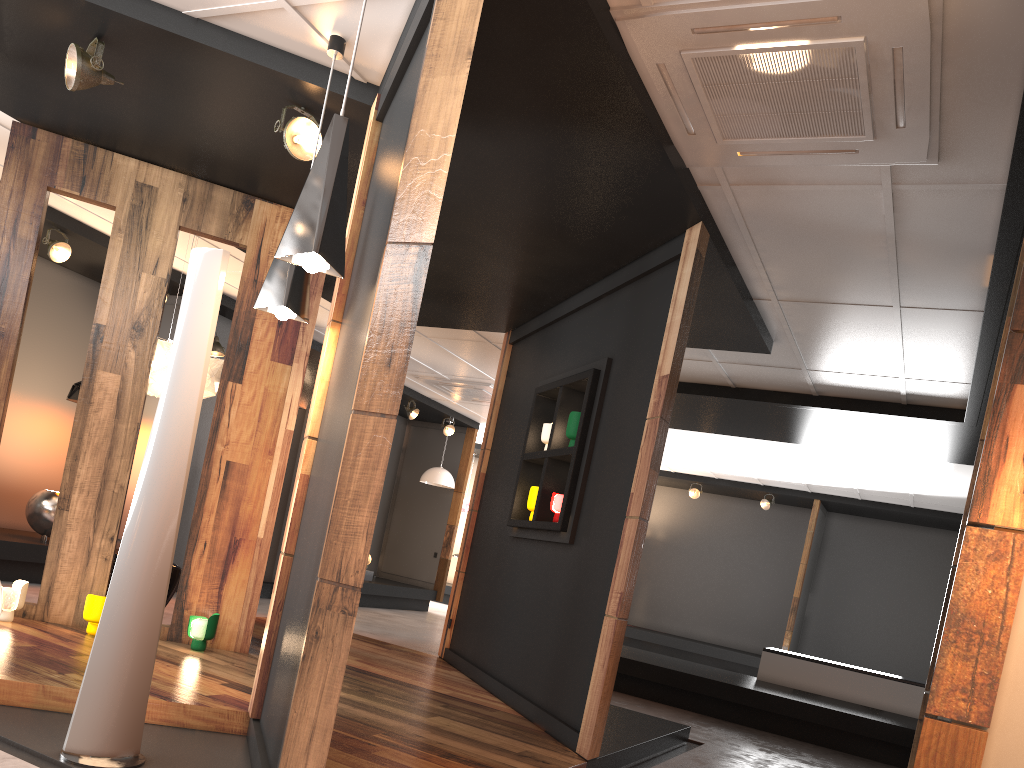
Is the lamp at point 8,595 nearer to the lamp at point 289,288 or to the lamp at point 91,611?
the lamp at point 91,611

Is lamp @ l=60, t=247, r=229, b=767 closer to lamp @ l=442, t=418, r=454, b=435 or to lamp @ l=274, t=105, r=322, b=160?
lamp @ l=274, t=105, r=322, b=160

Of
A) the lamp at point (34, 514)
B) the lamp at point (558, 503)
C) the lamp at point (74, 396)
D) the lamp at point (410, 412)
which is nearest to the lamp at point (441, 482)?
the lamp at point (410, 412)

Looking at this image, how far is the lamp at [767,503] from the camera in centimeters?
1347cm

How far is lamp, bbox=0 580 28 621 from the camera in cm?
473

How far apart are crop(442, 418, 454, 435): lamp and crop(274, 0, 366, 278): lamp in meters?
9.8

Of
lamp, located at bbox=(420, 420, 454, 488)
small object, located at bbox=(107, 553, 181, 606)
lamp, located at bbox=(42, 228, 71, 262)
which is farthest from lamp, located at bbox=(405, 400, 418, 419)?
small object, located at bbox=(107, 553, 181, 606)

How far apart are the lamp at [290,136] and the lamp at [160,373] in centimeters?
222cm

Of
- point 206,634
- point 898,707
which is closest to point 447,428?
point 898,707

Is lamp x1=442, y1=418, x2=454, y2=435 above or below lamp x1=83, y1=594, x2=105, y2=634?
above
